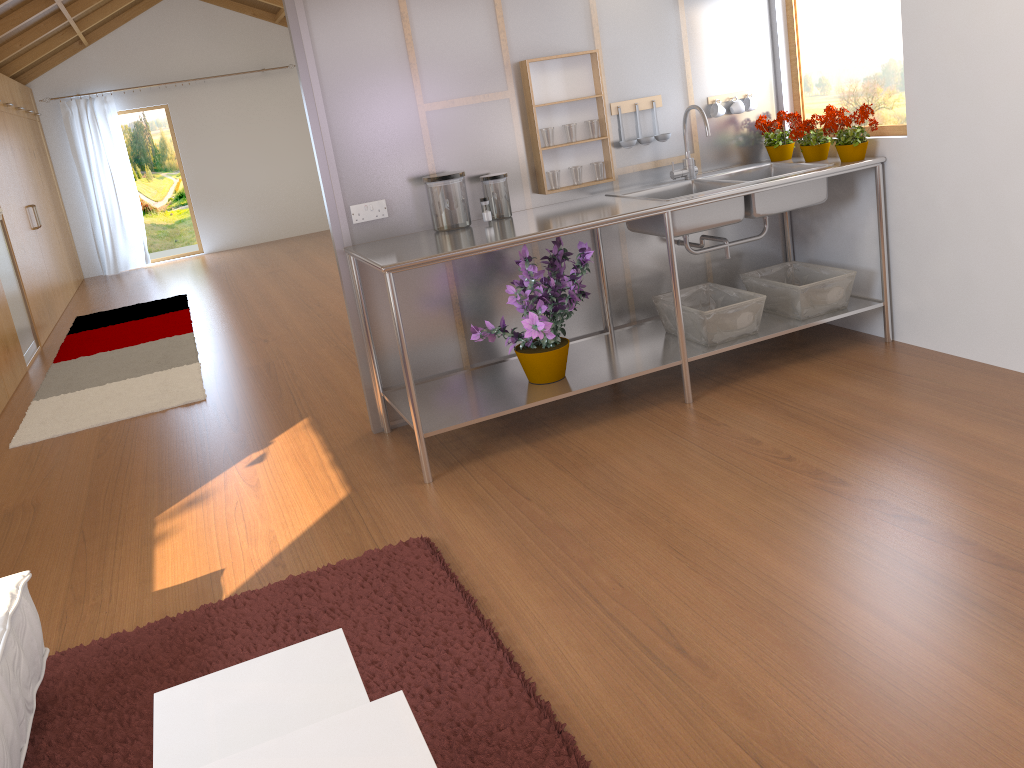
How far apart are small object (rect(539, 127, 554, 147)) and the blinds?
7.9m

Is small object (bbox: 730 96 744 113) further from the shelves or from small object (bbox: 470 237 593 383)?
small object (bbox: 470 237 593 383)

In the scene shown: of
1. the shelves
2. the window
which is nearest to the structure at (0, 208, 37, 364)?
the shelves

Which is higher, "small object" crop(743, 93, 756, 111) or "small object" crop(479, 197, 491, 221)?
"small object" crop(743, 93, 756, 111)

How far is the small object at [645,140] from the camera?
3.7 meters

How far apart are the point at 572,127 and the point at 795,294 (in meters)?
1.13

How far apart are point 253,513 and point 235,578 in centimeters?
46cm

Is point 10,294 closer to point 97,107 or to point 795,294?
point 97,107

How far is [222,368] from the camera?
5.13m

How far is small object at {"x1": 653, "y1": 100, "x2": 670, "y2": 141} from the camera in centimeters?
375cm
